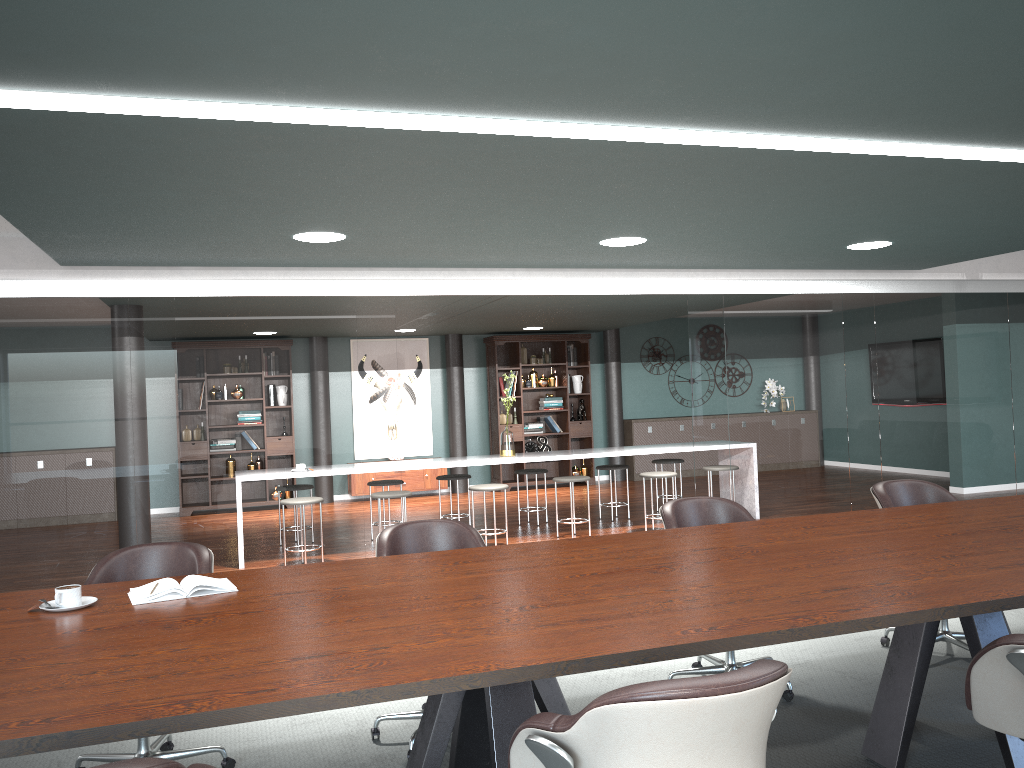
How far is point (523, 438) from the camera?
11.3m

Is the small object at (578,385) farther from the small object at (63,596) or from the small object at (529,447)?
the small object at (63,596)

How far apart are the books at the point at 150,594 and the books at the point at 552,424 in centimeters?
894cm

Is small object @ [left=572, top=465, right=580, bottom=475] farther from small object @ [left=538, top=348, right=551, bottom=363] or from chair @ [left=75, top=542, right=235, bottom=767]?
chair @ [left=75, top=542, right=235, bottom=767]

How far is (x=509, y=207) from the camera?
3.7m

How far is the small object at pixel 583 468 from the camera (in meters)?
11.67

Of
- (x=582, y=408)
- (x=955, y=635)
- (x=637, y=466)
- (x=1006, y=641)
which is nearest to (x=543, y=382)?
(x=582, y=408)

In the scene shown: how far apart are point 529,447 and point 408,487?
1.6m

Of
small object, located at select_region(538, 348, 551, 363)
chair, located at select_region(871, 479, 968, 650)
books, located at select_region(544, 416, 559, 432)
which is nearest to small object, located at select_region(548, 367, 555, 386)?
small object, located at select_region(538, 348, 551, 363)

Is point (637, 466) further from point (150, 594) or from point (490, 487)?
point (150, 594)
